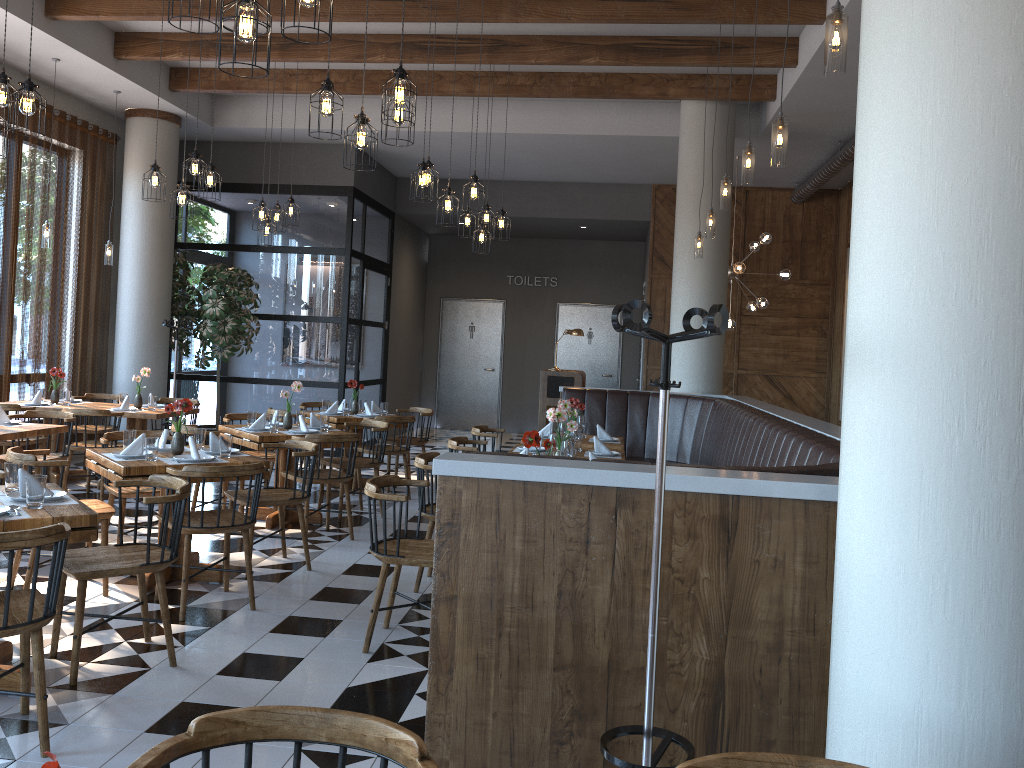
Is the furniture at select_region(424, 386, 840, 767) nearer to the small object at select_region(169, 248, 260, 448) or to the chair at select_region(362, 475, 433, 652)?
the chair at select_region(362, 475, 433, 652)

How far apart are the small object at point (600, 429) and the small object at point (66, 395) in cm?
512

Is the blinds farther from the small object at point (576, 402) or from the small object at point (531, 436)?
the small object at point (531, 436)

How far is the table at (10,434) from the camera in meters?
6.1 m

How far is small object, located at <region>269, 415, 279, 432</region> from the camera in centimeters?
698cm

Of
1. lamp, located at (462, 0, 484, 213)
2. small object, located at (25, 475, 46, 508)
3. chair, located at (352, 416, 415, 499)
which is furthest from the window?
small object, located at (25, 475, 46, 508)

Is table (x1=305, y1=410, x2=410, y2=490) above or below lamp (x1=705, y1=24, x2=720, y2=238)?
below

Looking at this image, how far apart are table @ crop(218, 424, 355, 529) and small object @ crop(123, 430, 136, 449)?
1.3 meters

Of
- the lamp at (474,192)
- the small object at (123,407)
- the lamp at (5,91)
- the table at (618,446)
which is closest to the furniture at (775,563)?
the table at (618,446)

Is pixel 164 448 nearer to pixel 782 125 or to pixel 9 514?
pixel 9 514
